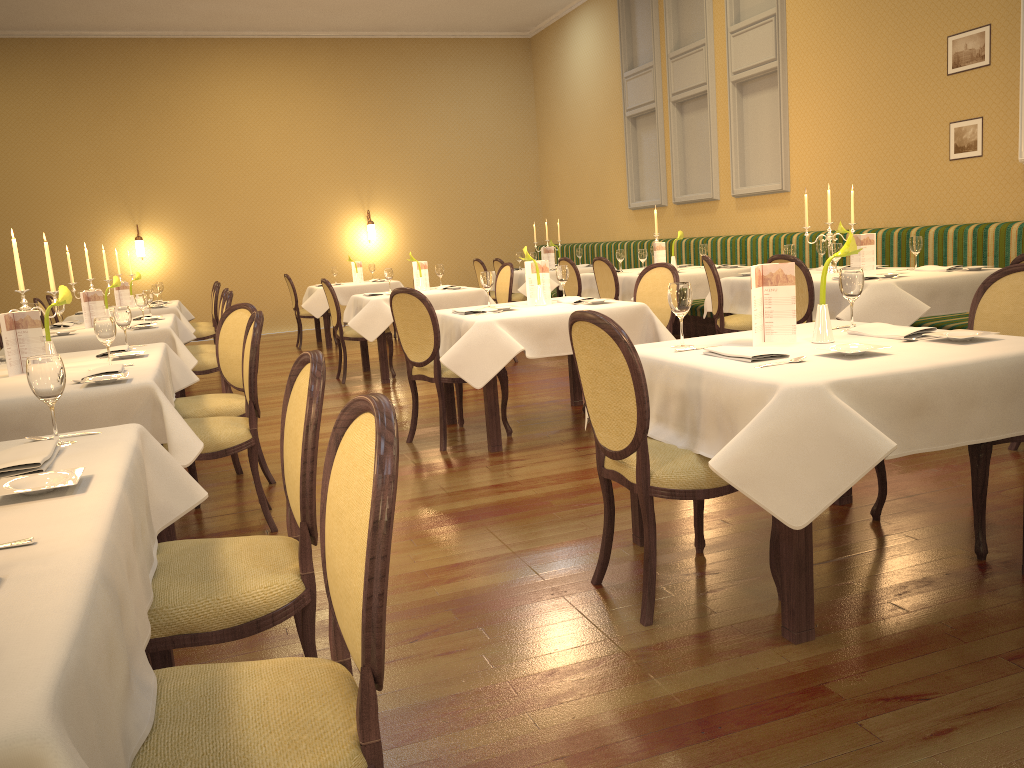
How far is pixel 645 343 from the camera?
5.2m

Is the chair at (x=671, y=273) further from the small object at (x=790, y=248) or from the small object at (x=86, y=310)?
the small object at (x=86, y=310)

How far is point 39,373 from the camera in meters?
2.2 m

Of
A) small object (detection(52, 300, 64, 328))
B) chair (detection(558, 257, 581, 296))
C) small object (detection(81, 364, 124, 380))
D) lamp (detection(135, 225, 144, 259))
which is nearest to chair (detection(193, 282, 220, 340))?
small object (detection(52, 300, 64, 328))

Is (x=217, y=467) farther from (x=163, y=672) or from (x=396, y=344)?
(x=396, y=344)

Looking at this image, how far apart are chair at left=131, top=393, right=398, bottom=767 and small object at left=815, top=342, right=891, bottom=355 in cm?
167

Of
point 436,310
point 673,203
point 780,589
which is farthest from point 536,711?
point 673,203

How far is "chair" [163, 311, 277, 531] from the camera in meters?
→ 3.7 m

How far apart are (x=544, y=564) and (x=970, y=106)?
5.6 meters

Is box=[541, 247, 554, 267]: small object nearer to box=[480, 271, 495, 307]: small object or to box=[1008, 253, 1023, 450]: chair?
box=[480, 271, 495, 307]: small object
